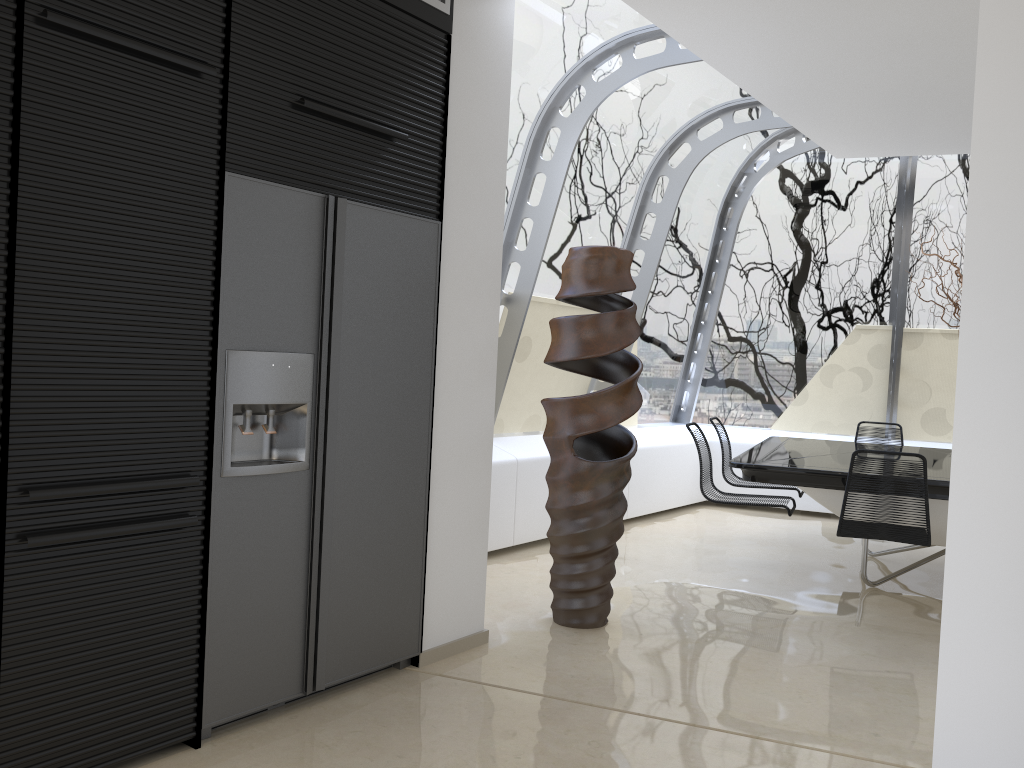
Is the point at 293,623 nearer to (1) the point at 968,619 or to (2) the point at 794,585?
(1) the point at 968,619

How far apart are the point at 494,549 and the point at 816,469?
2.0 meters

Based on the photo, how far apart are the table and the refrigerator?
2.12m

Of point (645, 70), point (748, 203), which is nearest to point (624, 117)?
point (645, 70)

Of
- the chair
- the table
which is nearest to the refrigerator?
the table

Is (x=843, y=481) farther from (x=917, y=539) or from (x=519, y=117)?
(x=519, y=117)

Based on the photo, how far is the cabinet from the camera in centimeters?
230cm

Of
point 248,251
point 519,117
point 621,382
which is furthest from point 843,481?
point 248,251

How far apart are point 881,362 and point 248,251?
6.7m

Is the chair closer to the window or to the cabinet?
the window
